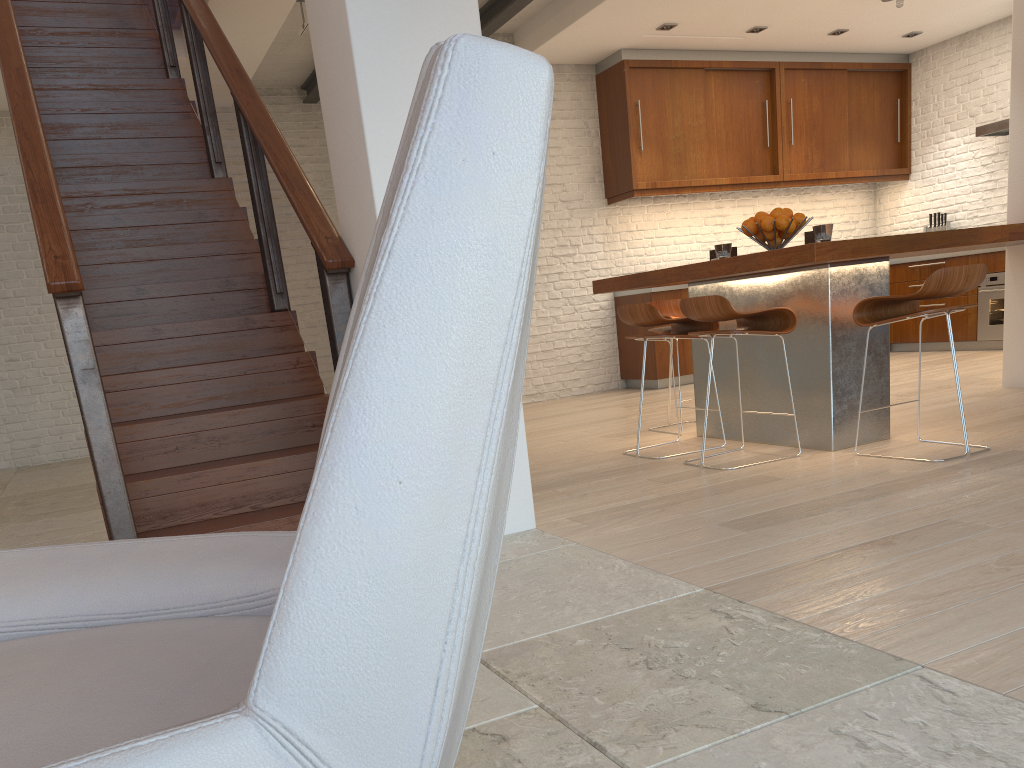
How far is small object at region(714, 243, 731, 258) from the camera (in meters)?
4.70

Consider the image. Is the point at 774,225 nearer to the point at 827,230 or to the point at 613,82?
the point at 827,230

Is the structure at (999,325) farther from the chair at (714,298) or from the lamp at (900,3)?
the chair at (714,298)

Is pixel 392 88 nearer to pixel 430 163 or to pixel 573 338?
pixel 430 163

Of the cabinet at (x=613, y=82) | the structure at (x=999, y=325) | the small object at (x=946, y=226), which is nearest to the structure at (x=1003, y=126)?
the small object at (x=946, y=226)

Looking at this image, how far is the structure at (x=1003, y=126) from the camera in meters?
7.8

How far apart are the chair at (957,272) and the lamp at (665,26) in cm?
417

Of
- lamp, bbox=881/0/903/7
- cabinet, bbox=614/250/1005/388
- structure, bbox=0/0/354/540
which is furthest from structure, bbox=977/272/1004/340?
structure, bbox=0/0/354/540

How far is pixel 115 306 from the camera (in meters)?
4.06

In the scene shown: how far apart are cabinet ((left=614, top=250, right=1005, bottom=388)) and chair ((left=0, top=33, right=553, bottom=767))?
6.84m
